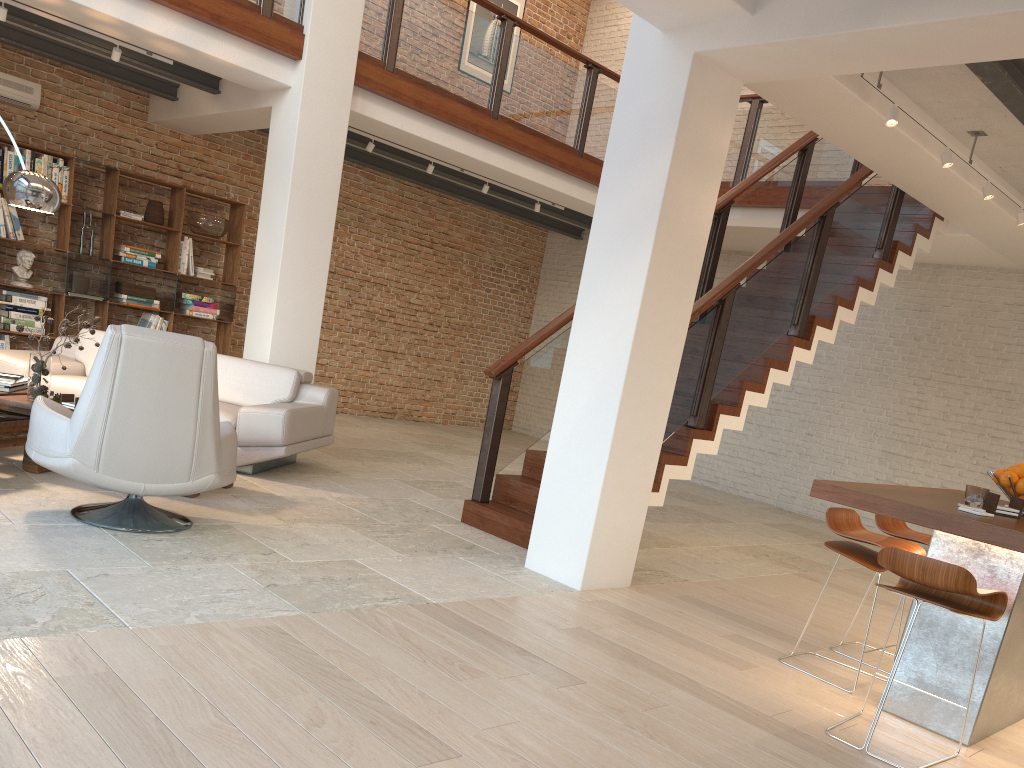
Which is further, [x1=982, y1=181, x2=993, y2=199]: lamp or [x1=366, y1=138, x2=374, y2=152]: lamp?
[x1=366, y1=138, x2=374, y2=152]: lamp

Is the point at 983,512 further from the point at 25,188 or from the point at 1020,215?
the point at 25,188

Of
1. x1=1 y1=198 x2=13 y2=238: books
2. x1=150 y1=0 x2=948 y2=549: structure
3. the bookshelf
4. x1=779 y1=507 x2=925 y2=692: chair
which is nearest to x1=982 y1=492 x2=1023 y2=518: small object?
x1=779 y1=507 x2=925 y2=692: chair

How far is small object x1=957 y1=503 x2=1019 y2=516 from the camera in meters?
3.4

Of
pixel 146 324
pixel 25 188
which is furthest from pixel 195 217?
pixel 25 188

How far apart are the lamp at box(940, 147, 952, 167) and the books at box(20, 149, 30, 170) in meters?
7.9

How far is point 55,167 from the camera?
8.5 meters

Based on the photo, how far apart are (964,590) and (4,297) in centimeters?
849cm

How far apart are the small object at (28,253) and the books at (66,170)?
0.7 meters

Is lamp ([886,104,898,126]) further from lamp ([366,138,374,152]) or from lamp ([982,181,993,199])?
lamp ([366,138,374,152])
